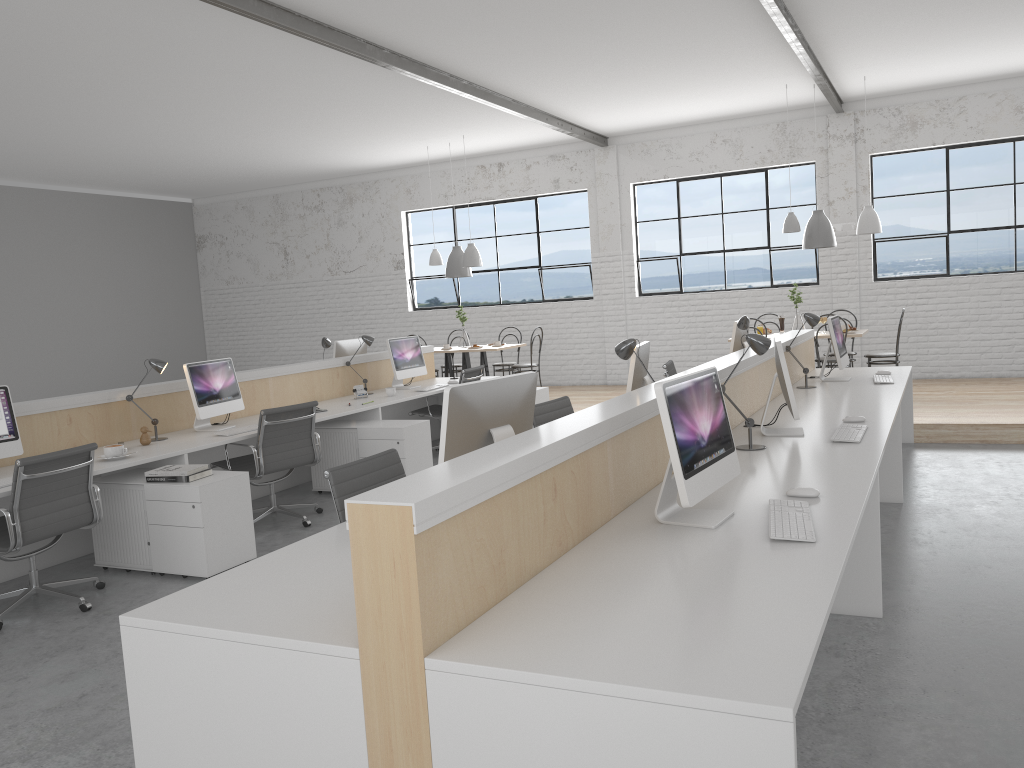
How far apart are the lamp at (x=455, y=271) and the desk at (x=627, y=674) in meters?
3.8 m

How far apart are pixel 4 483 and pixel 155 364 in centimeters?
112cm

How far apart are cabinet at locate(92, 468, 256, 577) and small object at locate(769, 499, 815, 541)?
2.36m

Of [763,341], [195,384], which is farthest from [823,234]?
[195,384]

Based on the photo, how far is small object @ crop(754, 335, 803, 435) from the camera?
3.2m

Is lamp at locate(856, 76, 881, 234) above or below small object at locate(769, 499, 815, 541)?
above

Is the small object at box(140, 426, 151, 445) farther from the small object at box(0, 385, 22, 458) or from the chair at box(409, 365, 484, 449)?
the chair at box(409, 365, 484, 449)

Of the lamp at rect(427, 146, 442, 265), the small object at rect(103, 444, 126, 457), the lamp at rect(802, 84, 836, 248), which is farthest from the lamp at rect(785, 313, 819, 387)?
the lamp at rect(427, 146, 442, 265)

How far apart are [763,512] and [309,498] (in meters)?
3.47

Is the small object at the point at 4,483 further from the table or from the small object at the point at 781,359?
the table
